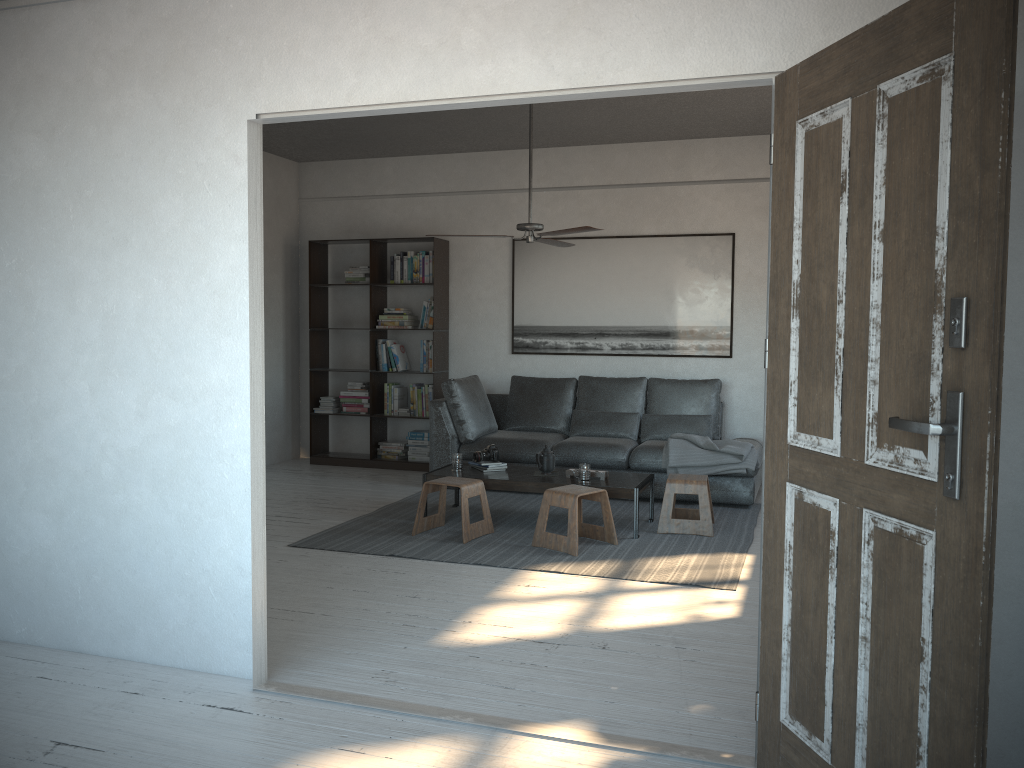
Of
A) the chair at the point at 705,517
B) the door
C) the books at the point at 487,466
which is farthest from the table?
the door

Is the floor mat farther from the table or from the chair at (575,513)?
the table

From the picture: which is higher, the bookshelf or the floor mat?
the bookshelf

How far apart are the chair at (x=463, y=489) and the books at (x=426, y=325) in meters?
2.4

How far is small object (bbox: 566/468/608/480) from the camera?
5.7 meters

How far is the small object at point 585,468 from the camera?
5.6m

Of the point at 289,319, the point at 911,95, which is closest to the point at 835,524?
the point at 911,95

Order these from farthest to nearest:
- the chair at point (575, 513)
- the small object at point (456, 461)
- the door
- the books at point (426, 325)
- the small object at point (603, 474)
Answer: the books at point (426, 325) → the small object at point (456, 461) → the small object at point (603, 474) → the chair at point (575, 513) → the door

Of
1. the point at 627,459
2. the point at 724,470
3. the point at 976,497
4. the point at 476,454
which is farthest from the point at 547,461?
the point at 976,497

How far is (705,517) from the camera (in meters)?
5.57
